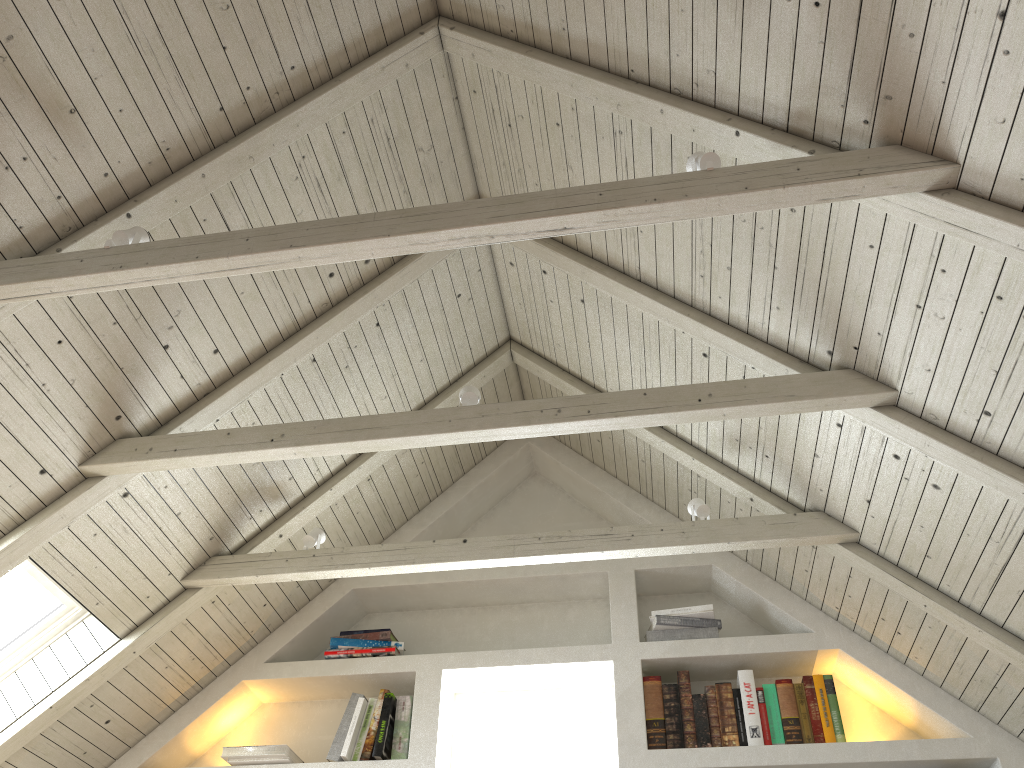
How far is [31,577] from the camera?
2.7m

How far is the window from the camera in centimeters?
272cm

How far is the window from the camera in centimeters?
272cm
